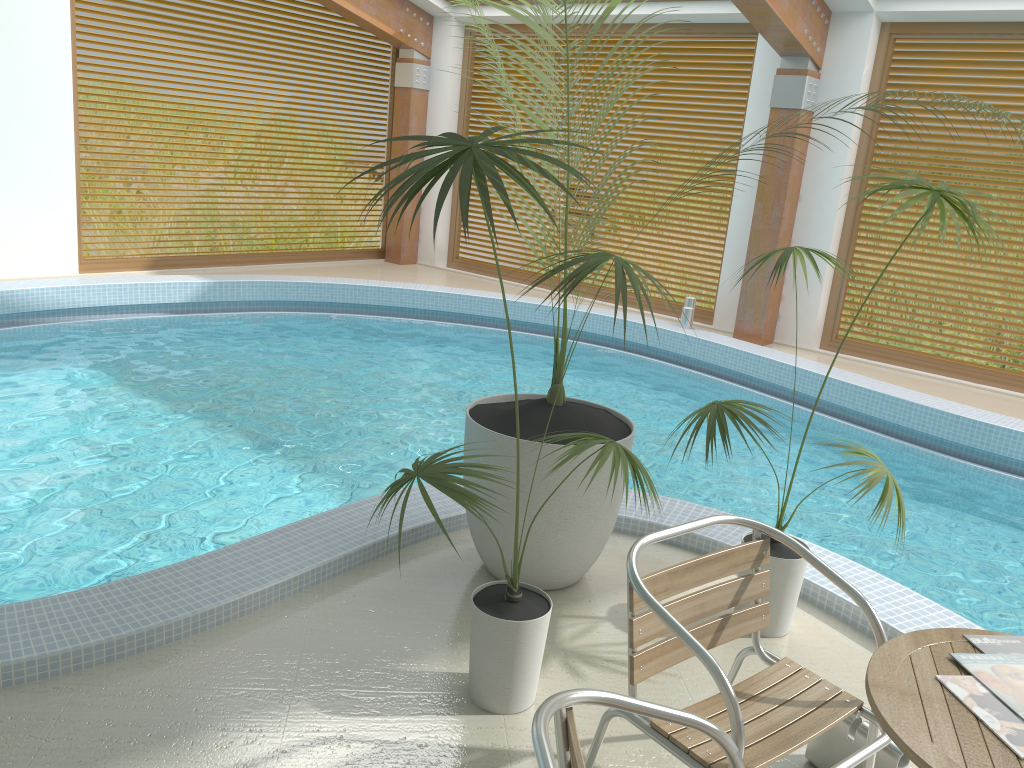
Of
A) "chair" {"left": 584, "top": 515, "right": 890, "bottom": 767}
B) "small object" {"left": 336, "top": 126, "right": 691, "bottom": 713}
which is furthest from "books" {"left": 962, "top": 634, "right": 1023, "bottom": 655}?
"small object" {"left": 336, "top": 126, "right": 691, "bottom": 713}

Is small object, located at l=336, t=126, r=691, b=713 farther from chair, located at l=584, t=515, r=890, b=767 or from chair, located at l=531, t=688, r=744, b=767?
chair, located at l=531, t=688, r=744, b=767

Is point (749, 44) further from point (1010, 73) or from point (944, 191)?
point (944, 191)

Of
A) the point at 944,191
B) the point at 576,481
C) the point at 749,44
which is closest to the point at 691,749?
the point at 576,481

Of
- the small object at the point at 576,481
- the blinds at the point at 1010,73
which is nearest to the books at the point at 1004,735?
the small object at the point at 576,481

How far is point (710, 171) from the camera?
9.5m

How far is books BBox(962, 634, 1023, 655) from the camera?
1.9m

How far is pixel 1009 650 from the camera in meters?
1.9

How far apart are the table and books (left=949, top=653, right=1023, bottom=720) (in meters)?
0.01

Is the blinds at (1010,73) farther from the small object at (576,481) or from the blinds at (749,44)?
the small object at (576,481)
